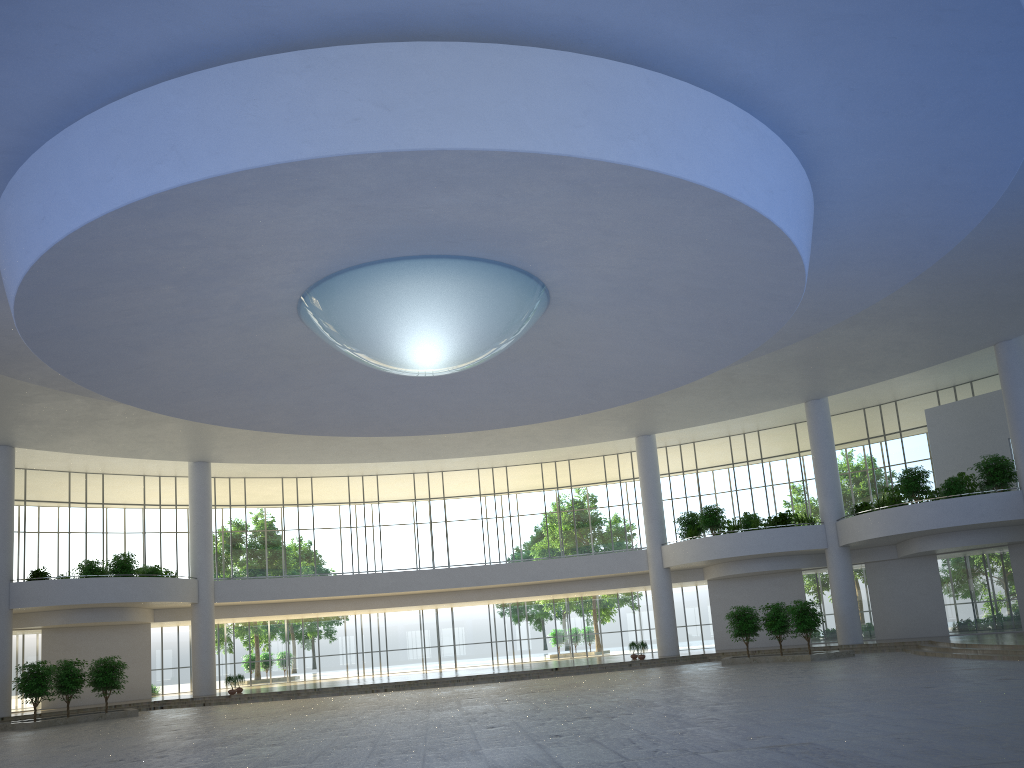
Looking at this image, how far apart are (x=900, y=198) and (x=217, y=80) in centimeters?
2958cm
